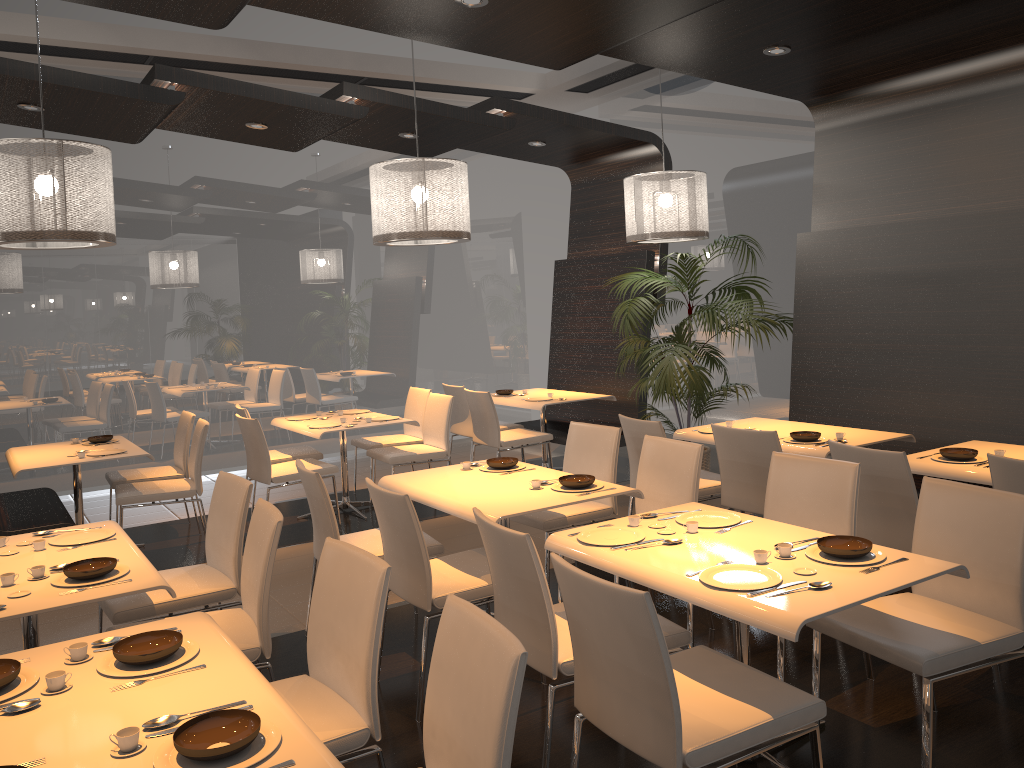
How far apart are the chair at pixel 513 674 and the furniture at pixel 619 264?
5.6m

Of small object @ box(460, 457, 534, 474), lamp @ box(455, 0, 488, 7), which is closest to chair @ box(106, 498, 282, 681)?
small object @ box(460, 457, 534, 474)

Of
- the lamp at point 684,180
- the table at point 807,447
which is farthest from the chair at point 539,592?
the lamp at point 684,180

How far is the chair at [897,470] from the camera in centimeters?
380cm

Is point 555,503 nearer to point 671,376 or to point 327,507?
point 327,507

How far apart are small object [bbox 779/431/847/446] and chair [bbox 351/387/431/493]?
3.39m

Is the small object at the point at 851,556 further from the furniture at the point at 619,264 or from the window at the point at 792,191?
the window at the point at 792,191

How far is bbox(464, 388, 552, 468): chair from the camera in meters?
7.2

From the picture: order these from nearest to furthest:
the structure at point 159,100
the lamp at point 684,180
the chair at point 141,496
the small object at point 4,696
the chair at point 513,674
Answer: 1. the chair at point 513,674
2. the small object at point 4,696
3. the structure at point 159,100
4. the chair at point 141,496
5. the lamp at point 684,180

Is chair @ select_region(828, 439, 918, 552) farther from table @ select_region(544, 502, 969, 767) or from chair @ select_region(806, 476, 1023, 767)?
table @ select_region(544, 502, 969, 767)
